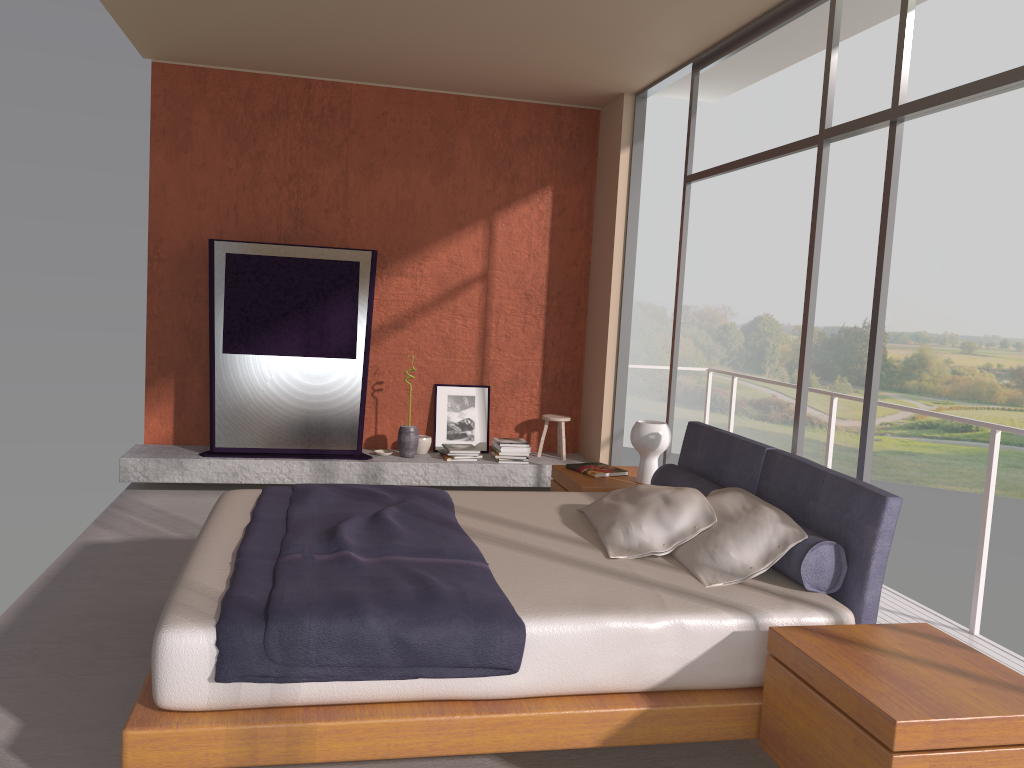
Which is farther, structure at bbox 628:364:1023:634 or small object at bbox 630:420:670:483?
small object at bbox 630:420:670:483

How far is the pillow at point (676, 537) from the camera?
3.4m

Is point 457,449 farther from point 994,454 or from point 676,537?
point 994,454

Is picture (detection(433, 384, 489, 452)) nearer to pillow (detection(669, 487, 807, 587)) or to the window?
the window

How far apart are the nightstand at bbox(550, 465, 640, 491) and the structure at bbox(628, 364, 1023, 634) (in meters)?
1.21

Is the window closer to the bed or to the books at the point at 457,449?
the bed

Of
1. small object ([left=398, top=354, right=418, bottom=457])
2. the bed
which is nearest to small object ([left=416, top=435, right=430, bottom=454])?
small object ([left=398, top=354, right=418, bottom=457])

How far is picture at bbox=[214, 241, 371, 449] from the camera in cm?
648

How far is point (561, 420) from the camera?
7.2 meters

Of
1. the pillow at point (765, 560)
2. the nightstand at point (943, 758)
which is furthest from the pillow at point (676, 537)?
the nightstand at point (943, 758)
